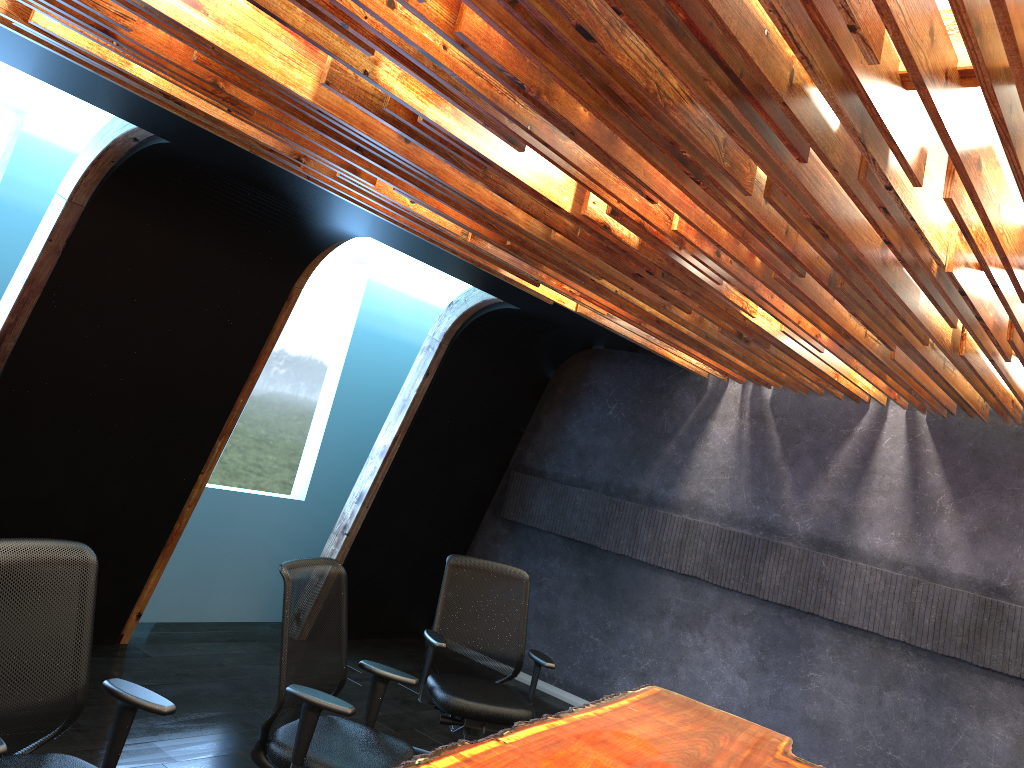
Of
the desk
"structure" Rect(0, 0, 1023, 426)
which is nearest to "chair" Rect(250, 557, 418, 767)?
the desk

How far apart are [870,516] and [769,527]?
0.8m

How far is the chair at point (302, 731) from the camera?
3.6m

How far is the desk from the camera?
3.51m

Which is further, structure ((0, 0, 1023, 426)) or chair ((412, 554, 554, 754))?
chair ((412, 554, 554, 754))

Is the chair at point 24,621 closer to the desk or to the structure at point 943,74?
the desk

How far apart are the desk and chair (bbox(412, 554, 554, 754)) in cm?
50

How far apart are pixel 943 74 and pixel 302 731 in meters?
3.2

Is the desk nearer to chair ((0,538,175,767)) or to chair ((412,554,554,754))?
chair ((412,554,554,754))

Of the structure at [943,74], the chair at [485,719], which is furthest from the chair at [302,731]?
the structure at [943,74]
